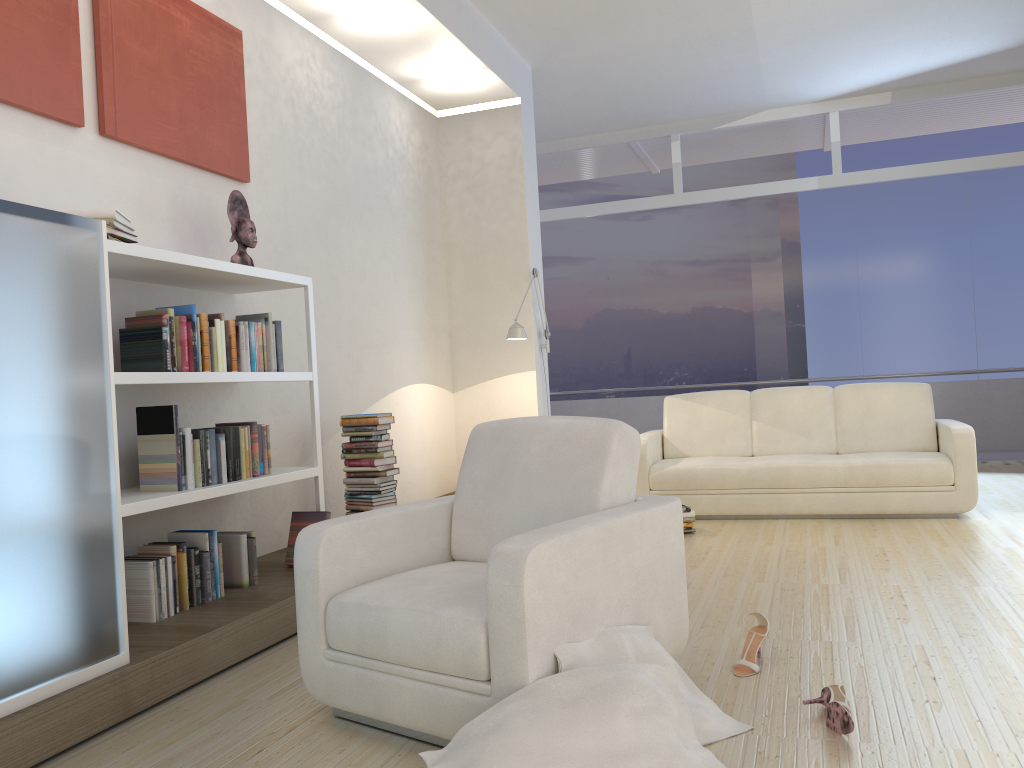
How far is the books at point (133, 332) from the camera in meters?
3.4

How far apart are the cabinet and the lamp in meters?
3.7 m

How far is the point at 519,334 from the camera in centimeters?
629cm

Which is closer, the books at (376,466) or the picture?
the picture

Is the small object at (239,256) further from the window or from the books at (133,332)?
the window

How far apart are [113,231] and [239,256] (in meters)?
0.94

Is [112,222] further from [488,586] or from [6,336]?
[488,586]

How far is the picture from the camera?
3.35m

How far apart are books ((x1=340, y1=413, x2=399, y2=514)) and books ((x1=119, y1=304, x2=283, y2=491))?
0.91m

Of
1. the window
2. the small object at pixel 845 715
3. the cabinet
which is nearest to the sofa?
the window
